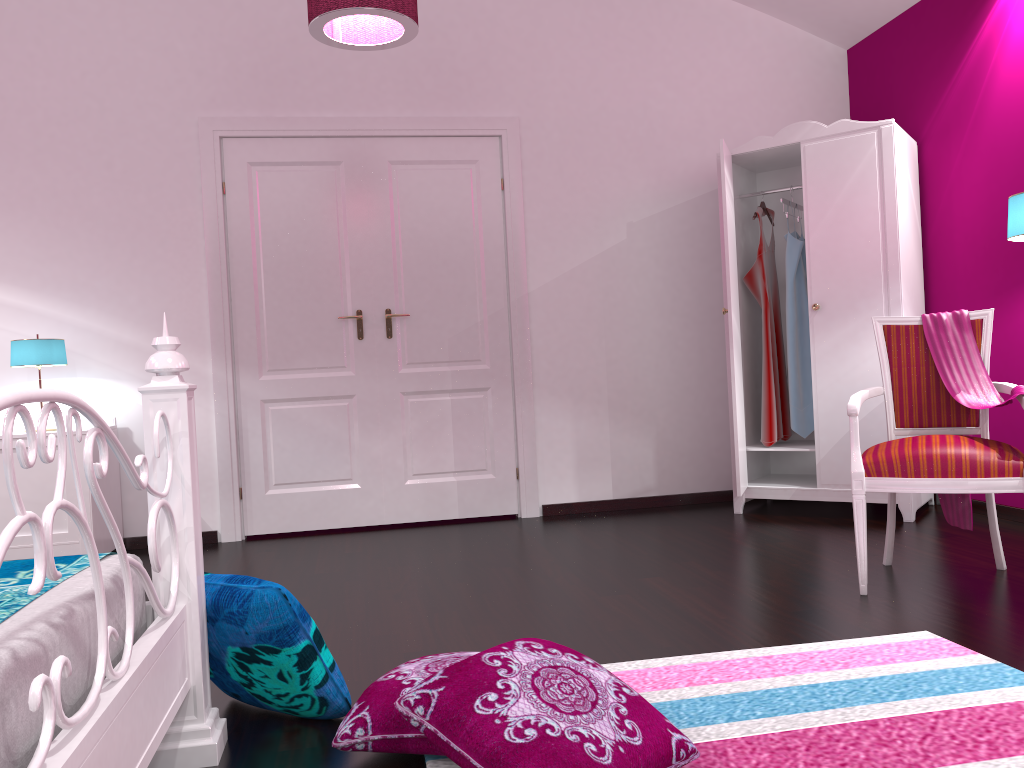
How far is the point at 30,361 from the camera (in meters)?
3.88

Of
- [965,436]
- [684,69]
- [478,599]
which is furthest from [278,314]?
[965,436]

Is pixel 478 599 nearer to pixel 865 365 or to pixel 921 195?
pixel 865 365

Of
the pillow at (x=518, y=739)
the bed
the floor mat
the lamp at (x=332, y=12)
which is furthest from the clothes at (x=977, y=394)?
the bed

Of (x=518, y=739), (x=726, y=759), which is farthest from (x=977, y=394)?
(x=518, y=739)

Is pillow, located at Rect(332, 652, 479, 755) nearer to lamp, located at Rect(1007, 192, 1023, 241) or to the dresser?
the dresser

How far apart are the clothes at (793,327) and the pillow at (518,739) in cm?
300

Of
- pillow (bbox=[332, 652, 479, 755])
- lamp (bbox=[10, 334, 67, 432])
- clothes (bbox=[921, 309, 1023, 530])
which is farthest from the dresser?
lamp (bbox=[10, 334, 67, 432])

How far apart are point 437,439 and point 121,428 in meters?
1.6

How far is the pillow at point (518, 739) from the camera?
1.5 meters
